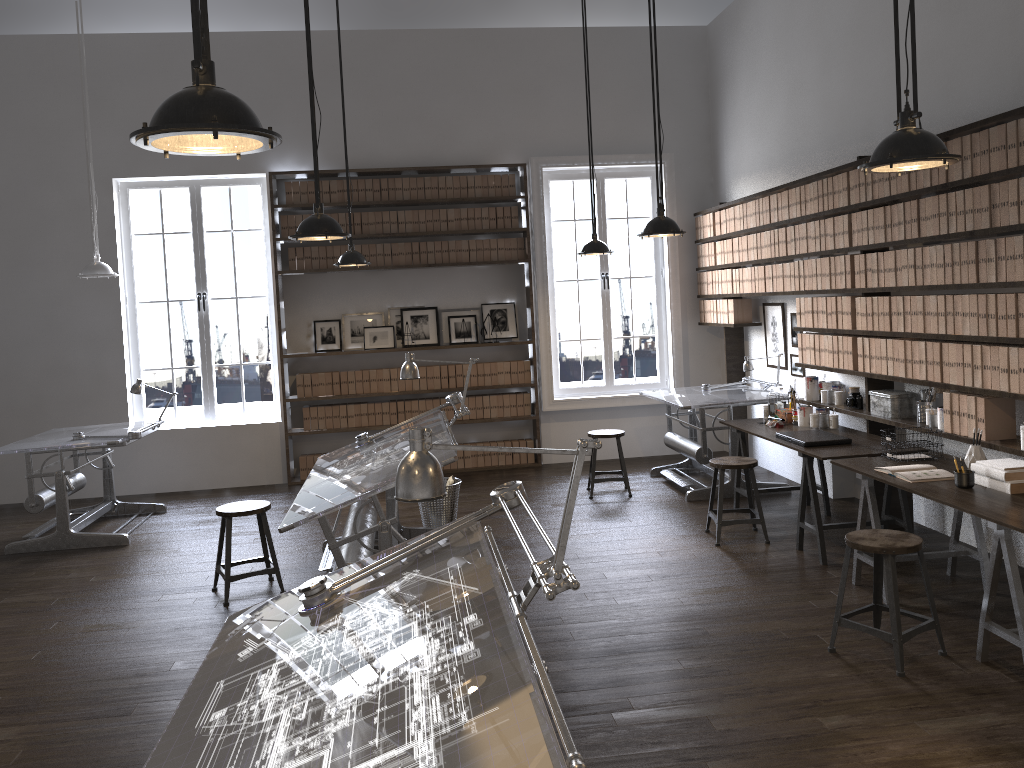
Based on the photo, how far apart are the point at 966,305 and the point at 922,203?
0.7m

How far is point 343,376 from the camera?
A: 8.63m

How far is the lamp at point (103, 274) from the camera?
6.9 meters

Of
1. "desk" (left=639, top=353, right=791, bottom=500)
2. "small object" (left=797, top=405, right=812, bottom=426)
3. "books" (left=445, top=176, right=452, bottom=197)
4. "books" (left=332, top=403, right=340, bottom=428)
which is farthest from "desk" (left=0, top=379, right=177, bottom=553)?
"small object" (left=797, top=405, right=812, bottom=426)

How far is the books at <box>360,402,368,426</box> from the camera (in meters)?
8.67

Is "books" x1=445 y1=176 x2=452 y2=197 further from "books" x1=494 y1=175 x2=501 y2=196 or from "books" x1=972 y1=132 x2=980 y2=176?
"books" x1=972 y1=132 x2=980 y2=176

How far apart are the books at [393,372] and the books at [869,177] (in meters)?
4.77

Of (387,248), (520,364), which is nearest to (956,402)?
(520,364)

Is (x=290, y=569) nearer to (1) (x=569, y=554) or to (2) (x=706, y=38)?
(1) (x=569, y=554)

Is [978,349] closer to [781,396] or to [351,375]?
[781,396]
